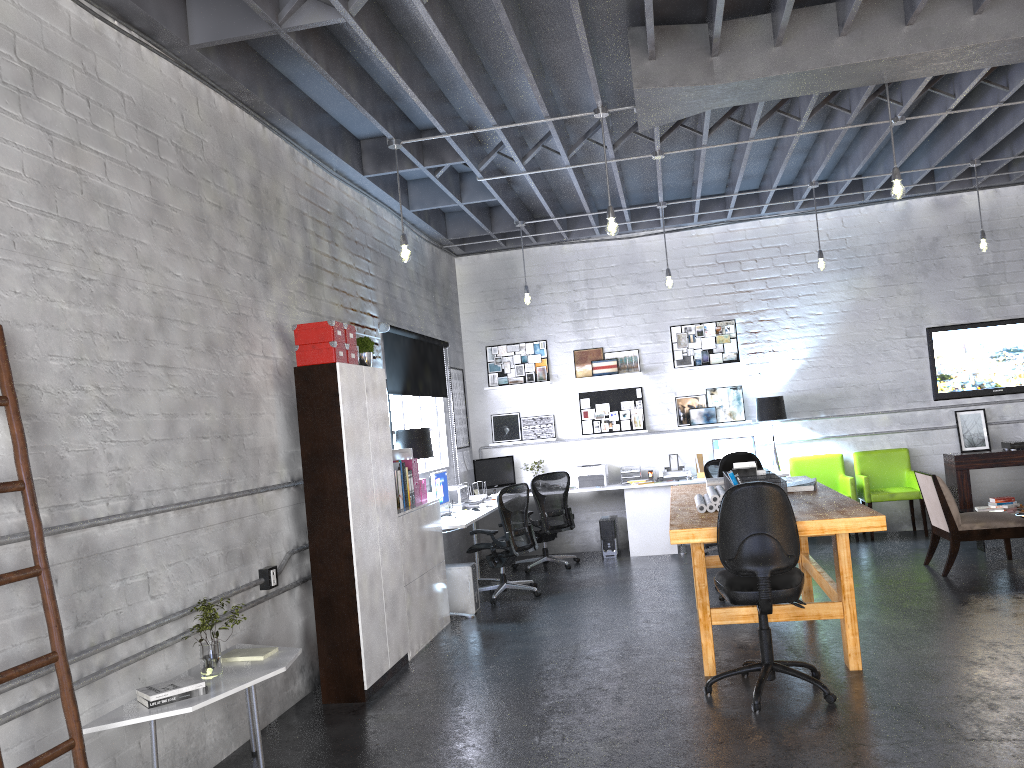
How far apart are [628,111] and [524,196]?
2.48m

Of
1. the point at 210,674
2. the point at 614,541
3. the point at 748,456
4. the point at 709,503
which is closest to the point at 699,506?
the point at 709,503

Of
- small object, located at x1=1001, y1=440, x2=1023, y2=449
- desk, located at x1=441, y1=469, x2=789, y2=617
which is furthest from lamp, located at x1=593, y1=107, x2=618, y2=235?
small object, located at x1=1001, y1=440, x2=1023, y2=449

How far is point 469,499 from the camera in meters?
8.9

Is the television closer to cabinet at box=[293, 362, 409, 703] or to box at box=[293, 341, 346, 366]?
cabinet at box=[293, 362, 409, 703]

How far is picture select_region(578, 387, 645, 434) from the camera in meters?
10.3

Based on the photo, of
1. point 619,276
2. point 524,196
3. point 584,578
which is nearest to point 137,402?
point 584,578

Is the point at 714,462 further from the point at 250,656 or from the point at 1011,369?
the point at 250,656

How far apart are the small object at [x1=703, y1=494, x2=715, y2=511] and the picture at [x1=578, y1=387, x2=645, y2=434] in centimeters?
456cm

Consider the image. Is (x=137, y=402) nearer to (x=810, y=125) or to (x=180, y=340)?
(x=180, y=340)
